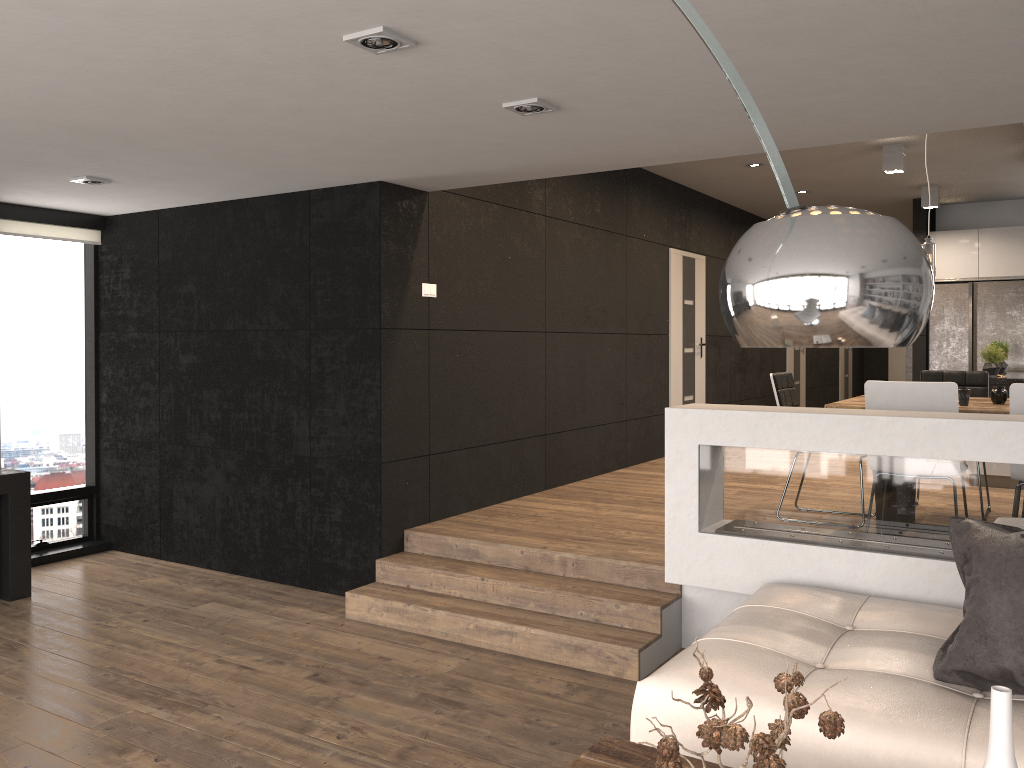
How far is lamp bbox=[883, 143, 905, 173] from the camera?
7.2 meters

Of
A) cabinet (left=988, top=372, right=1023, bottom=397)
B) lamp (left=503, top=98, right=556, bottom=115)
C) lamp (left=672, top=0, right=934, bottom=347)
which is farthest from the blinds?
cabinet (left=988, top=372, right=1023, bottom=397)

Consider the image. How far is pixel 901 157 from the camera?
7.2 meters

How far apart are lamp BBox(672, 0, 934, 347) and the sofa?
1.53m

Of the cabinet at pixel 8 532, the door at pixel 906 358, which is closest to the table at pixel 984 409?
the cabinet at pixel 8 532

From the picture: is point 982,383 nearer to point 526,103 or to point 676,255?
point 676,255

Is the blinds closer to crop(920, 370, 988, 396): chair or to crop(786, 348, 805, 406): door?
crop(920, 370, 988, 396): chair

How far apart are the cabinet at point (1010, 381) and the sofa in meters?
4.6

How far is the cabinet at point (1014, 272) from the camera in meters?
9.5

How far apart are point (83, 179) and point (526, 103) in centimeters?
289cm
